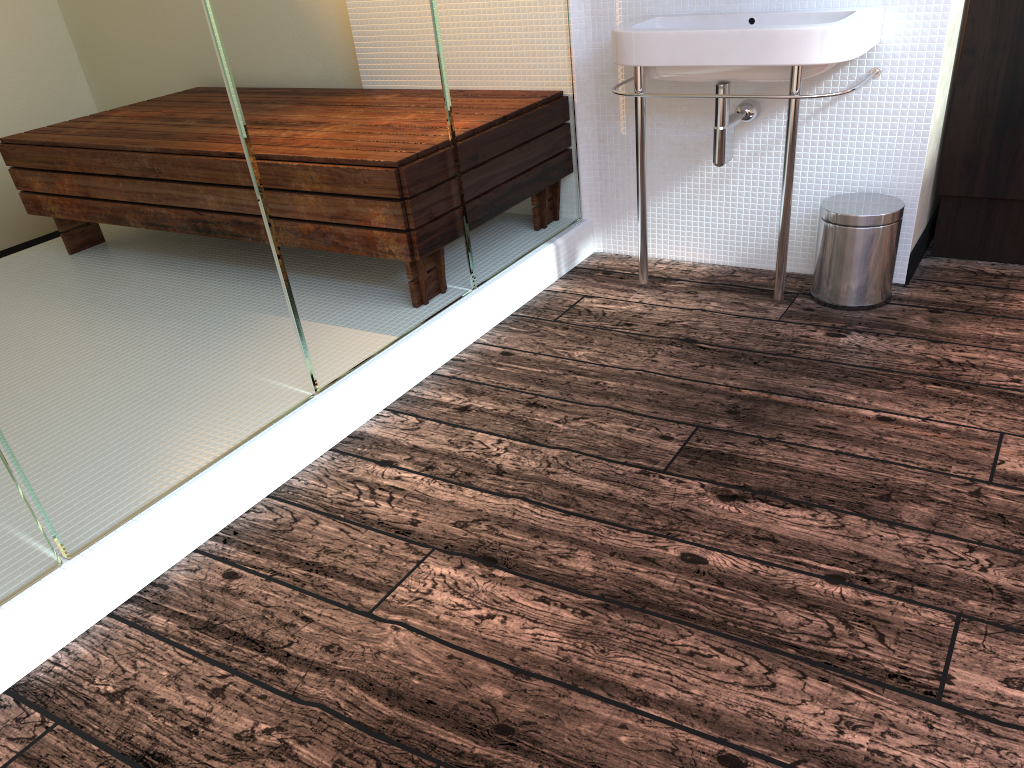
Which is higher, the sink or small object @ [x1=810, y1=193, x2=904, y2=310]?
the sink

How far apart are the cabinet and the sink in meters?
0.3

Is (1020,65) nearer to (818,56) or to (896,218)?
(896,218)

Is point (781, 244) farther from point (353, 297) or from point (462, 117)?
point (353, 297)

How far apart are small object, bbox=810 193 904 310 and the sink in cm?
13

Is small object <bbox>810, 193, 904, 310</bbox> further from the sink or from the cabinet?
the cabinet

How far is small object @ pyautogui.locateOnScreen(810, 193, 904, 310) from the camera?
2.4 meters

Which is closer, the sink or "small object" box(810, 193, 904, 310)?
the sink

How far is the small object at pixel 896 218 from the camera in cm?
239

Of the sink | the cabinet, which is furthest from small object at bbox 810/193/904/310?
the cabinet
